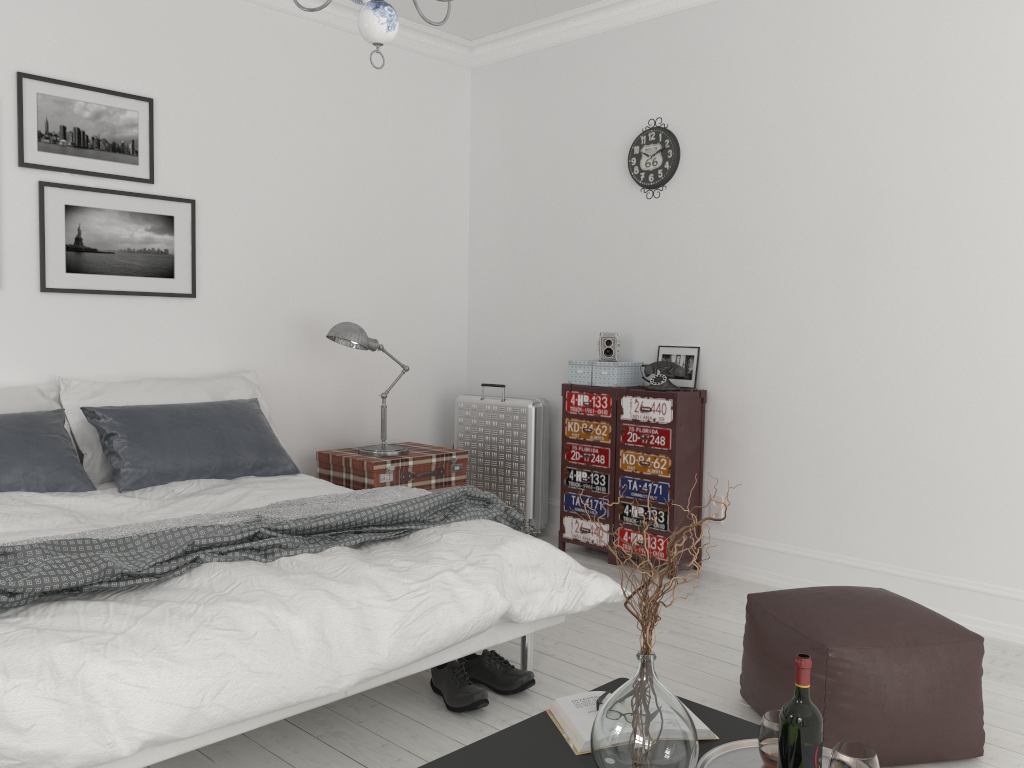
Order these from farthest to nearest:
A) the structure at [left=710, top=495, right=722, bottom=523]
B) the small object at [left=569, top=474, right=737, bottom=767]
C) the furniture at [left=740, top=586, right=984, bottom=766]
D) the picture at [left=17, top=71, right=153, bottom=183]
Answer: the structure at [left=710, top=495, right=722, bottom=523] → the picture at [left=17, top=71, right=153, bottom=183] → the furniture at [left=740, top=586, right=984, bottom=766] → the small object at [left=569, top=474, right=737, bottom=767]

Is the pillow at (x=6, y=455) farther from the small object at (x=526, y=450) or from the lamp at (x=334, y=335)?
the small object at (x=526, y=450)

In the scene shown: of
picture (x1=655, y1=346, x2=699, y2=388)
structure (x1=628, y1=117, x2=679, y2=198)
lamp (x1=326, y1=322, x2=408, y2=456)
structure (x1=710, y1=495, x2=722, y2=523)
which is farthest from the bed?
structure (x1=628, y1=117, x2=679, y2=198)

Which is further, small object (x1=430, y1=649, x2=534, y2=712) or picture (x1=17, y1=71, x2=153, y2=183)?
picture (x1=17, y1=71, x2=153, y2=183)

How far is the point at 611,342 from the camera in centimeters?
475cm

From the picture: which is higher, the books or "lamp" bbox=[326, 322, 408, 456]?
"lamp" bbox=[326, 322, 408, 456]

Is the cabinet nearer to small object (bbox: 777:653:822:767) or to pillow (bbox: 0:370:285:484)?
pillow (bbox: 0:370:285:484)

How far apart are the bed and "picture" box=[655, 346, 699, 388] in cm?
180

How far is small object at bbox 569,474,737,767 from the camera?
1.7 meters

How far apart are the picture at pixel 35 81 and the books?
3.3 meters
